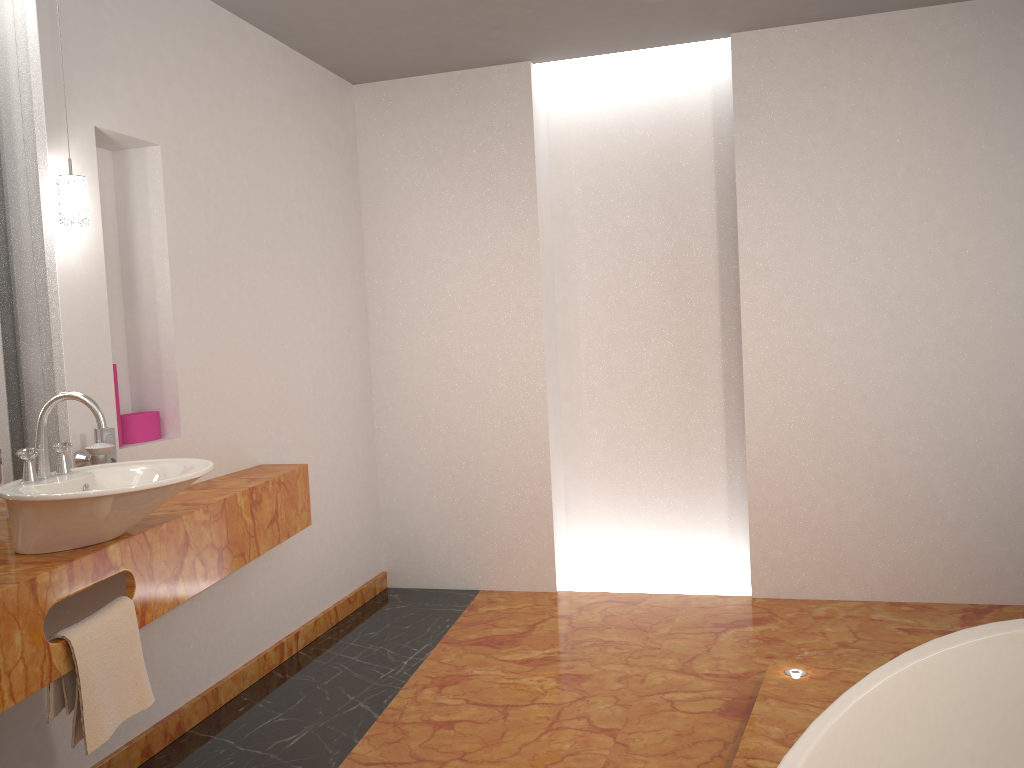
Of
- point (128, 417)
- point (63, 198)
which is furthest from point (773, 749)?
point (63, 198)

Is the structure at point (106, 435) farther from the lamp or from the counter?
the lamp

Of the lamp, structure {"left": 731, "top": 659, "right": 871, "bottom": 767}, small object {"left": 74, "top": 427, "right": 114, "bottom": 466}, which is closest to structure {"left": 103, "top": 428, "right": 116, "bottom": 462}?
small object {"left": 74, "top": 427, "right": 114, "bottom": 466}

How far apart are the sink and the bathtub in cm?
142

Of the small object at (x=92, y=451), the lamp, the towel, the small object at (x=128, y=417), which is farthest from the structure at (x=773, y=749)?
the lamp

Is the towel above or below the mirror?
below

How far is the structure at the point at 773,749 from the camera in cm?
239

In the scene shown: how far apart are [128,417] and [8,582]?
1.07m

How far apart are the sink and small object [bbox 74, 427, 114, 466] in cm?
12

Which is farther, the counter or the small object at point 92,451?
the small object at point 92,451
